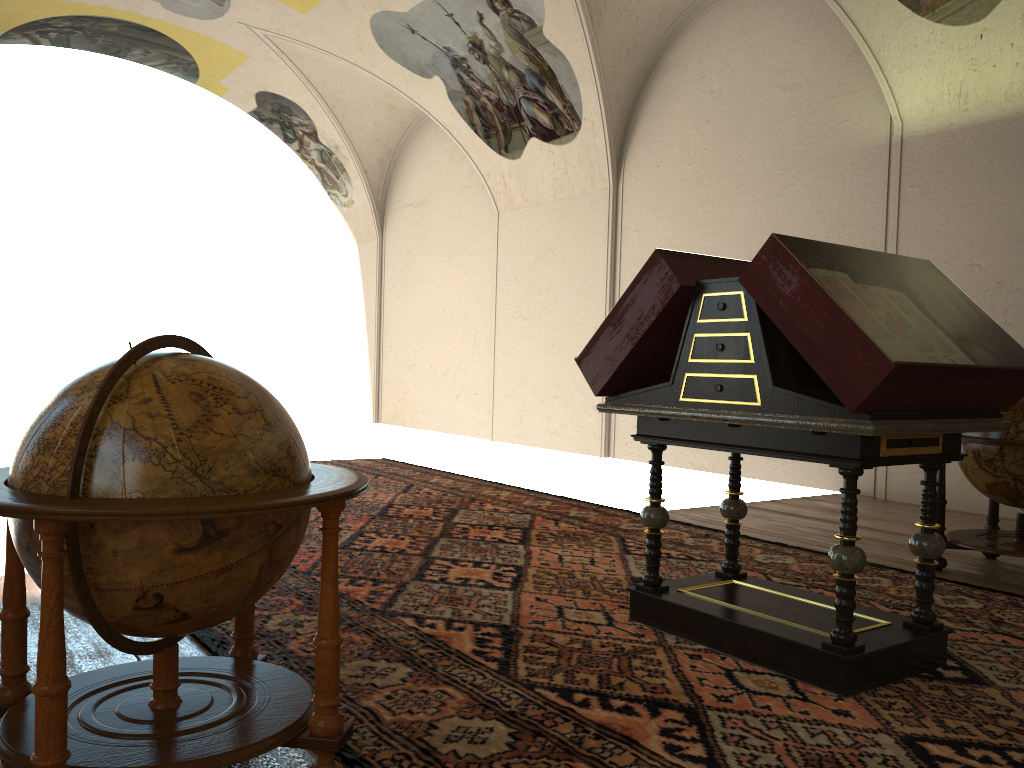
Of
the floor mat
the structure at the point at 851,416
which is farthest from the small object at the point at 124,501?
the structure at the point at 851,416

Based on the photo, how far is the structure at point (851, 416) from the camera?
3.6 meters

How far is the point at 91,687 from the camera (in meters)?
3.00

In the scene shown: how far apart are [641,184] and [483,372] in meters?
5.1

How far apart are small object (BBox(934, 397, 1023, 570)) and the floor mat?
0.41m

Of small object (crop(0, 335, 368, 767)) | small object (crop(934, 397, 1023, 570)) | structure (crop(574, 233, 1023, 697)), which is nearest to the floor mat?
structure (crop(574, 233, 1023, 697))

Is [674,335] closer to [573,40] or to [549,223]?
[573,40]

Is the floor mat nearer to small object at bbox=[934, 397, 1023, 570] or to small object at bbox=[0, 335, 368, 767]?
small object at bbox=[0, 335, 368, 767]

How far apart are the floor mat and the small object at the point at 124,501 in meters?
0.2

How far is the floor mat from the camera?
3.2m
